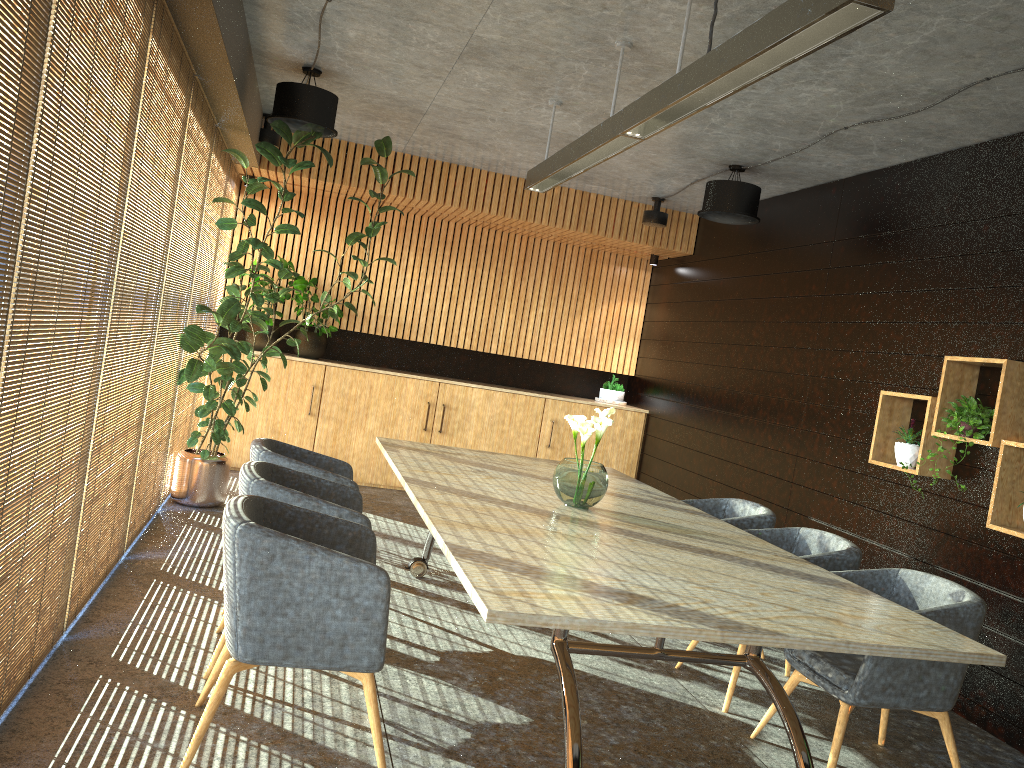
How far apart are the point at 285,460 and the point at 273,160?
2.7m

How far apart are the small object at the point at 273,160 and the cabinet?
1.0m

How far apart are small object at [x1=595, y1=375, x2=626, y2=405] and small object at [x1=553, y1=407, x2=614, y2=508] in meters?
5.8

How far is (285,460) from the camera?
4.91m

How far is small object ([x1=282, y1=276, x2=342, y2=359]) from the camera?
9.5m

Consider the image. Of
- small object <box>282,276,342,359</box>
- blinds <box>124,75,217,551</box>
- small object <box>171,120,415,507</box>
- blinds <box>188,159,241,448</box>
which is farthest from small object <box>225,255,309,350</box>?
blinds <box>124,75,217,551</box>

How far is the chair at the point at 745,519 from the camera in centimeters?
558cm

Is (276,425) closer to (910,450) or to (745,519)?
(745,519)

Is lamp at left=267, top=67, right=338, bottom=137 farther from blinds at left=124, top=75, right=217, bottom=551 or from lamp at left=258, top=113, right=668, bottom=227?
lamp at left=258, top=113, right=668, bottom=227

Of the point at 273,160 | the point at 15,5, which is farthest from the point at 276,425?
the point at 15,5
